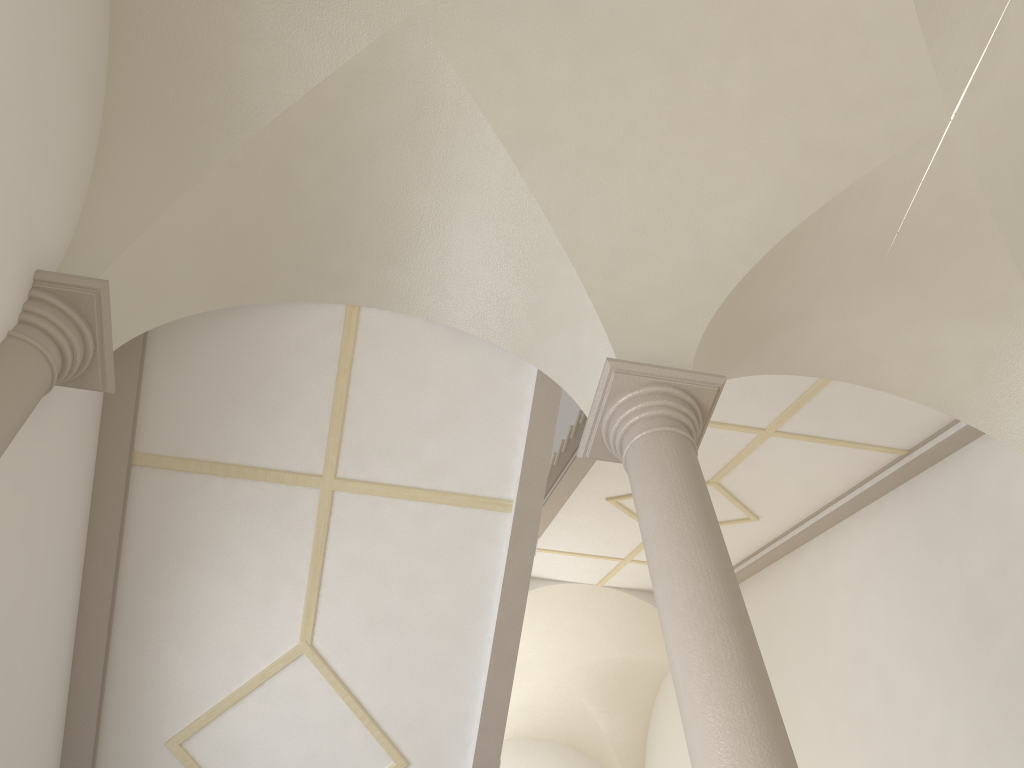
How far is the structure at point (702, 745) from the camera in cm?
325

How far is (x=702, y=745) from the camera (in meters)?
3.25

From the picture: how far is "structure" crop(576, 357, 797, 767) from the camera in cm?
325

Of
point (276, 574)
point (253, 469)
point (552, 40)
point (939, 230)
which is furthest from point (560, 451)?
point (552, 40)
